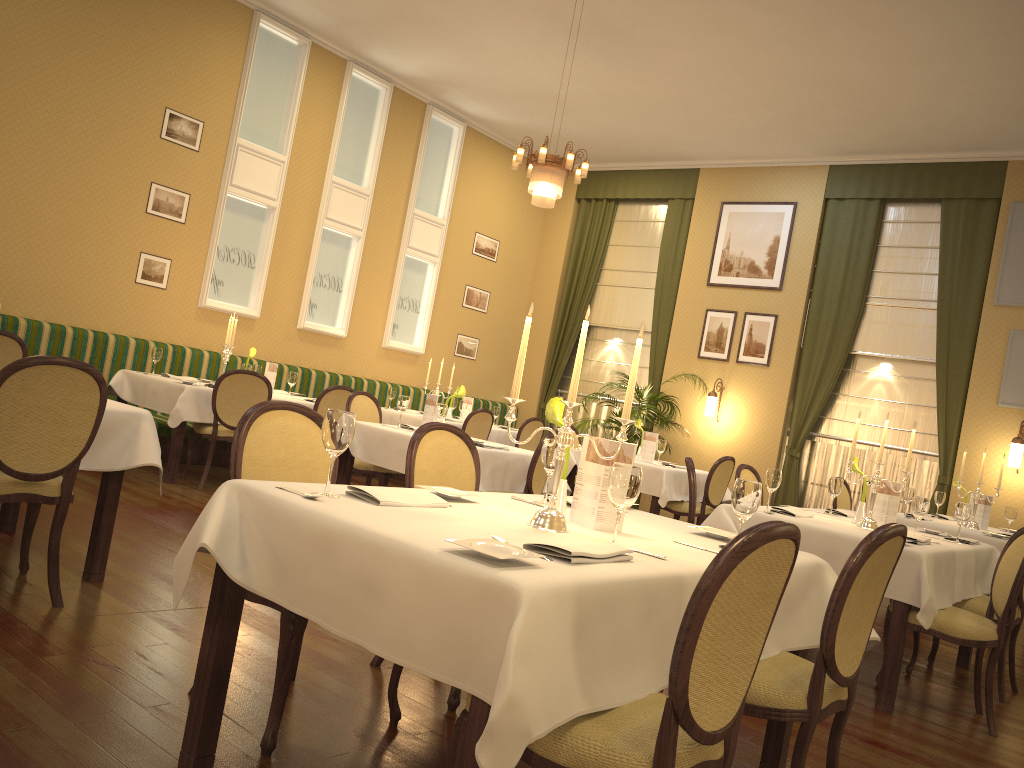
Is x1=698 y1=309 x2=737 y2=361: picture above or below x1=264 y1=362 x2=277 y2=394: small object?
above

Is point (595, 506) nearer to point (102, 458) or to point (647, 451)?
point (102, 458)

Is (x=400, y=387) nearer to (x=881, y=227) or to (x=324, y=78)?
(x=324, y=78)

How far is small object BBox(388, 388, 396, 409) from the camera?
9.38m

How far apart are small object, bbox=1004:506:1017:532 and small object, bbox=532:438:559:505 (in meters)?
5.13

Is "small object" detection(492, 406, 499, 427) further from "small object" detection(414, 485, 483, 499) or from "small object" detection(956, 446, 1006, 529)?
"small object" detection(414, 485, 483, 499)

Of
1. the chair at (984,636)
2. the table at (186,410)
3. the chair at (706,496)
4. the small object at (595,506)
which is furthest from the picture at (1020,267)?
the small object at (595,506)

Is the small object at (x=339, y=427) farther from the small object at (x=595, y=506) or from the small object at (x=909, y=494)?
the small object at (x=909, y=494)

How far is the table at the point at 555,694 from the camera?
1.7 meters

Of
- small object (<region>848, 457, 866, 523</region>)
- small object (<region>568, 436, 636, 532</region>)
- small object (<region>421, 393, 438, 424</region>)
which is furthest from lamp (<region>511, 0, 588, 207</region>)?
small object (<region>568, 436, 636, 532</region>)
